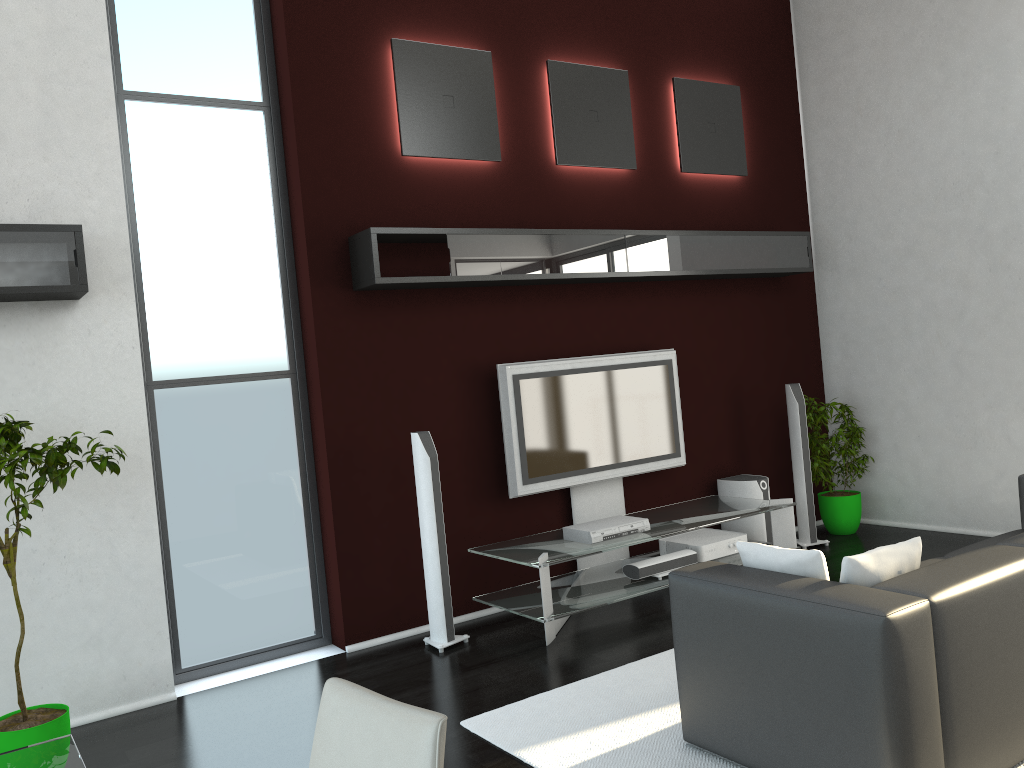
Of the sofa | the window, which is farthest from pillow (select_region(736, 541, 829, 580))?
the window

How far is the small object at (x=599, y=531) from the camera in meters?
5.0 m

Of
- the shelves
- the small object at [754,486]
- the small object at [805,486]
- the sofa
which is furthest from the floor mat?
the small object at [805,486]

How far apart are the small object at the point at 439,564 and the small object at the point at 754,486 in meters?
2.4

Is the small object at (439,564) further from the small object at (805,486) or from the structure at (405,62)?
the small object at (805,486)

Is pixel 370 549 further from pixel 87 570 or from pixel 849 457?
pixel 849 457

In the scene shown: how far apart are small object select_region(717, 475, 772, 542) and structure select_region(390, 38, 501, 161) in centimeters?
276cm

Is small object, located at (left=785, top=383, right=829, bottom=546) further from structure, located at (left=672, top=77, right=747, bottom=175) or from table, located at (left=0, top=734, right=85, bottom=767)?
table, located at (left=0, top=734, right=85, bottom=767)

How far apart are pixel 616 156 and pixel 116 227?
3.2m

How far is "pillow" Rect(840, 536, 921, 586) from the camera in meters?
2.9 m
